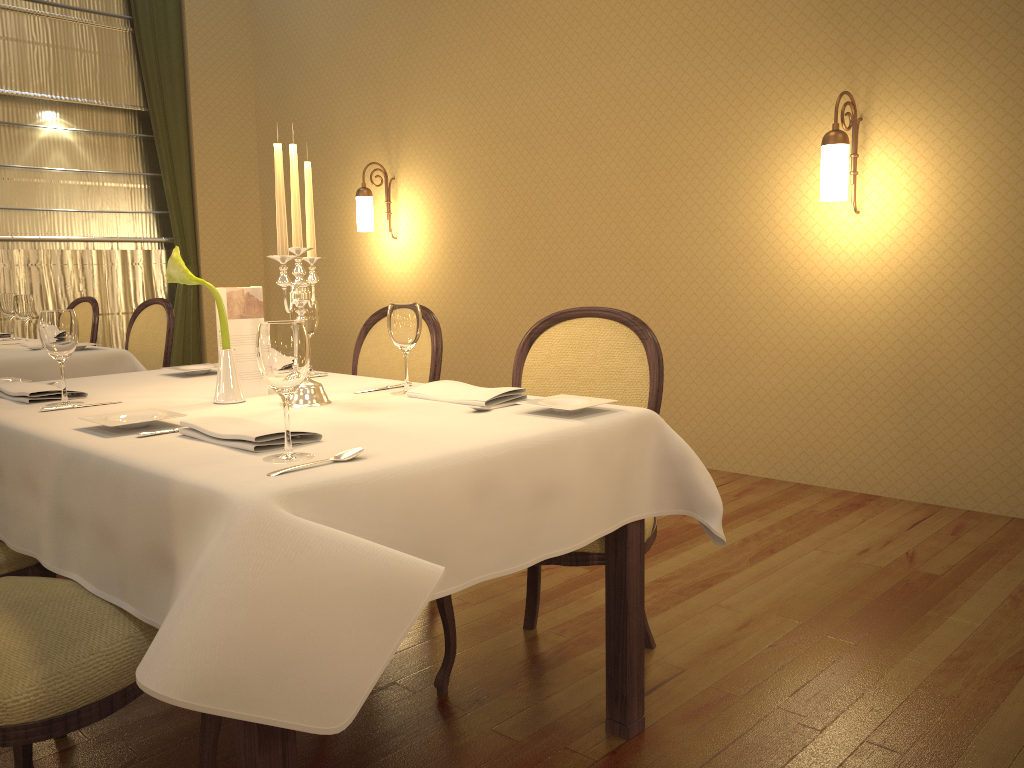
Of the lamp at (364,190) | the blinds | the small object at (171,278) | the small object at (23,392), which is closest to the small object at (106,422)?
the small object at (171,278)

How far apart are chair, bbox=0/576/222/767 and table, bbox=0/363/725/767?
0.0m

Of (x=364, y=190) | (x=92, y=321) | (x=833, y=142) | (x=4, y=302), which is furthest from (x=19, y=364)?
(x=833, y=142)

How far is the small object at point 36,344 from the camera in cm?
392

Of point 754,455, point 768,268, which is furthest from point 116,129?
point 754,455

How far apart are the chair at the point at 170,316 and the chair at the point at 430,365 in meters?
1.4 m

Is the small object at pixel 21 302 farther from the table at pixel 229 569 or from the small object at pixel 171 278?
the small object at pixel 171 278

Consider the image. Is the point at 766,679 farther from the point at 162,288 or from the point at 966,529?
the point at 162,288

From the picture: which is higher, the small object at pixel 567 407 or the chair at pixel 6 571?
the small object at pixel 567 407

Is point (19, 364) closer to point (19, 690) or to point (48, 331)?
point (48, 331)
